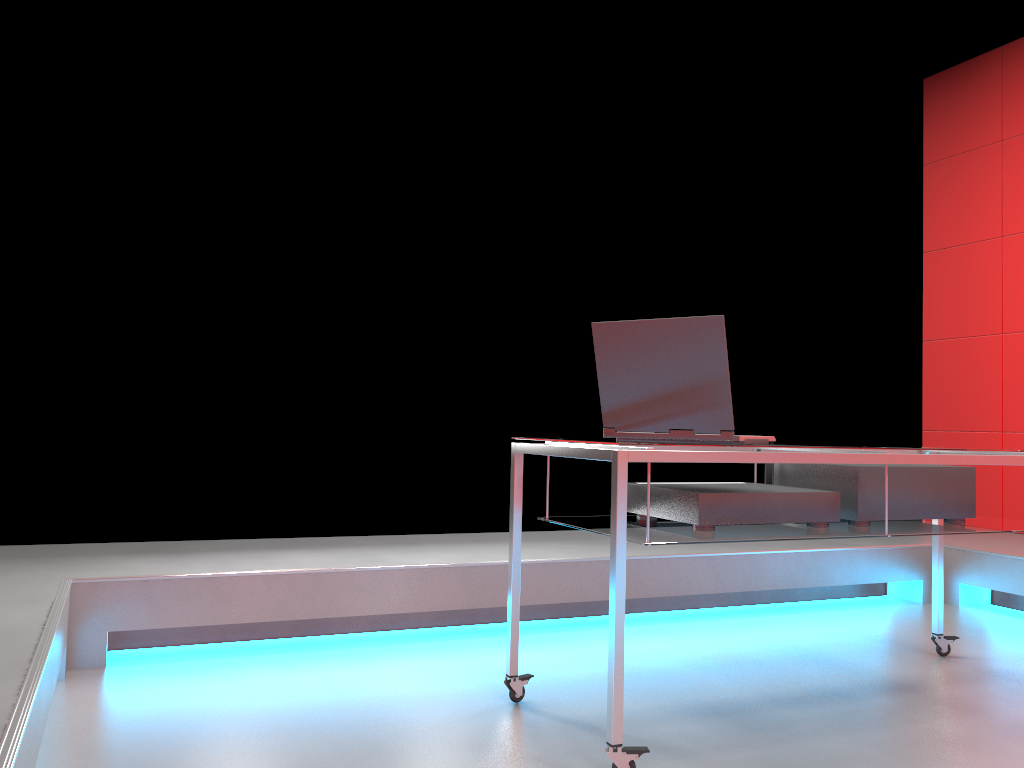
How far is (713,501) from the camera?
2.11m

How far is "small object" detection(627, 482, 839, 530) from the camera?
2.1m

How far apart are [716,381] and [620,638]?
0.6m

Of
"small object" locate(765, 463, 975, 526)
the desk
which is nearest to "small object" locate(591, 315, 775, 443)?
the desk

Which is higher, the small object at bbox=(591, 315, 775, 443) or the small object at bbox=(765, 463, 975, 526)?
the small object at bbox=(591, 315, 775, 443)

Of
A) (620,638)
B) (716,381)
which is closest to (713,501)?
(716,381)

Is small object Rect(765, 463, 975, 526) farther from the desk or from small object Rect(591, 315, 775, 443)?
small object Rect(591, 315, 775, 443)

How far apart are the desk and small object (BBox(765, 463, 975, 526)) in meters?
0.0 m

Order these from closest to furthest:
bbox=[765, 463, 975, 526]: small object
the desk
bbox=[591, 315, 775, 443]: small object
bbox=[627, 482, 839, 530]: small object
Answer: the desk, bbox=[591, 315, 775, 443]: small object, bbox=[627, 482, 839, 530]: small object, bbox=[765, 463, 975, 526]: small object

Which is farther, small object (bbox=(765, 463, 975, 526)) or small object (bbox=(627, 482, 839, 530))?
small object (bbox=(765, 463, 975, 526))
